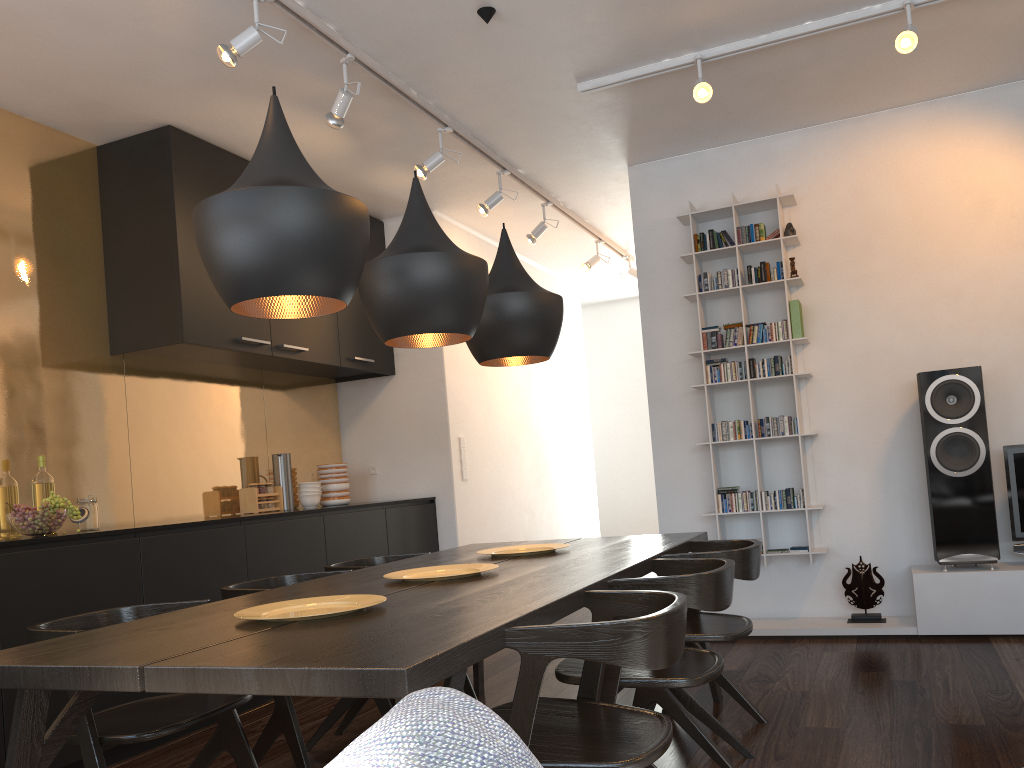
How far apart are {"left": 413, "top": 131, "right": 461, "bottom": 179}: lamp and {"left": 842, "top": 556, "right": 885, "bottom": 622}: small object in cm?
304

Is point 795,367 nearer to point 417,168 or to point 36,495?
point 417,168

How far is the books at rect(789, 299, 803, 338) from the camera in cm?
482

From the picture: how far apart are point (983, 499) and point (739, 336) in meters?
1.5 m

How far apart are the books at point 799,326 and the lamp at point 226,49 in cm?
305

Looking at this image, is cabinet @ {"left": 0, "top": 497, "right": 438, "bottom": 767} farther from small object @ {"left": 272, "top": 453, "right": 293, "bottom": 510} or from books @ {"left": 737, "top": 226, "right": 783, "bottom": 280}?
books @ {"left": 737, "top": 226, "right": 783, "bottom": 280}

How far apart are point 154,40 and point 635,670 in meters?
3.0 m

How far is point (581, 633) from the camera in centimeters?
166cm

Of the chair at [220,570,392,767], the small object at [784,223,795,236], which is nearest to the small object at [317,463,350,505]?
the chair at [220,570,392,767]

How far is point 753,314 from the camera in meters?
5.1 m
